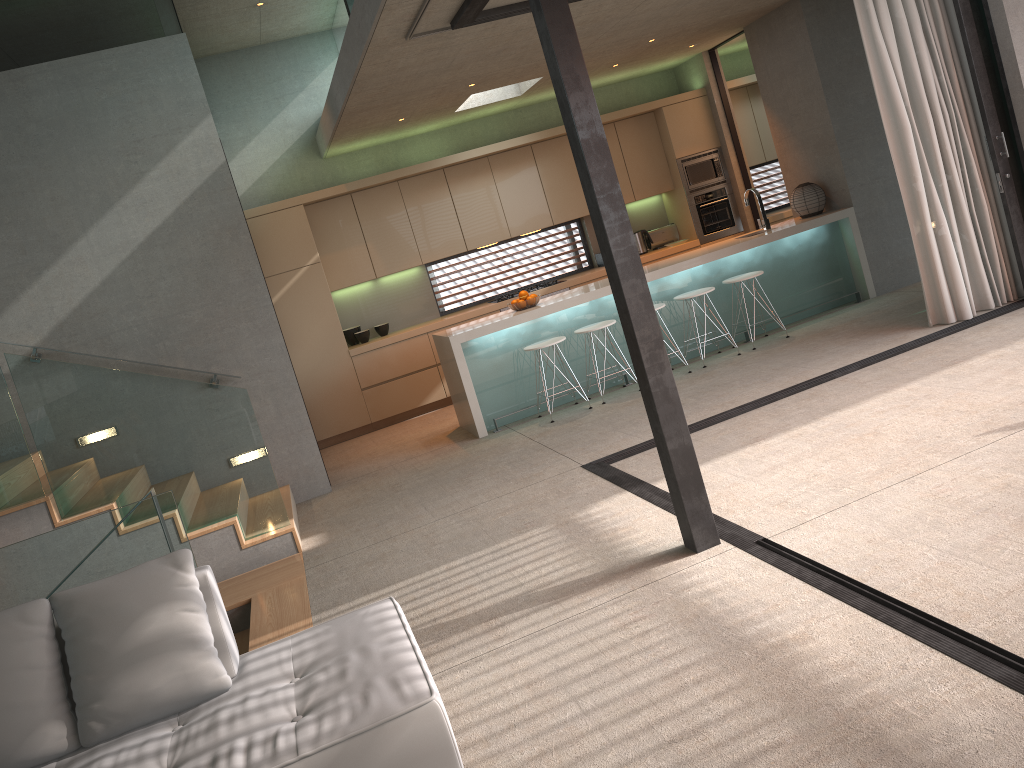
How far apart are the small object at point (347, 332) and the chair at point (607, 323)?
3.06m

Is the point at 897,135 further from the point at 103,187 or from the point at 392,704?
the point at 103,187

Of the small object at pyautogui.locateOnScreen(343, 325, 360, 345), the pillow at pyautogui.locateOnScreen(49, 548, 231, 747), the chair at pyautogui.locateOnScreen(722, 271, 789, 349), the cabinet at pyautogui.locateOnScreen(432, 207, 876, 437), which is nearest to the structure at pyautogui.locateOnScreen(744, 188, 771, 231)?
the cabinet at pyautogui.locateOnScreen(432, 207, 876, 437)

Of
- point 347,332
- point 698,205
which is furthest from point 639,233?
point 347,332

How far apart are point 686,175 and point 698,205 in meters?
0.4 m

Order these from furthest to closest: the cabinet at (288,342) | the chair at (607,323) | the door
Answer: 1. the door
2. the cabinet at (288,342)
3. the chair at (607,323)

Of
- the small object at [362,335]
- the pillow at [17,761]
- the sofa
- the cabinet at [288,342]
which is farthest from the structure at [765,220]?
the pillow at [17,761]

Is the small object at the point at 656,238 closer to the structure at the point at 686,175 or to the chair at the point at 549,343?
the structure at the point at 686,175

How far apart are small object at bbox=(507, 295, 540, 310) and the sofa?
4.65m

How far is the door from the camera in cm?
993
